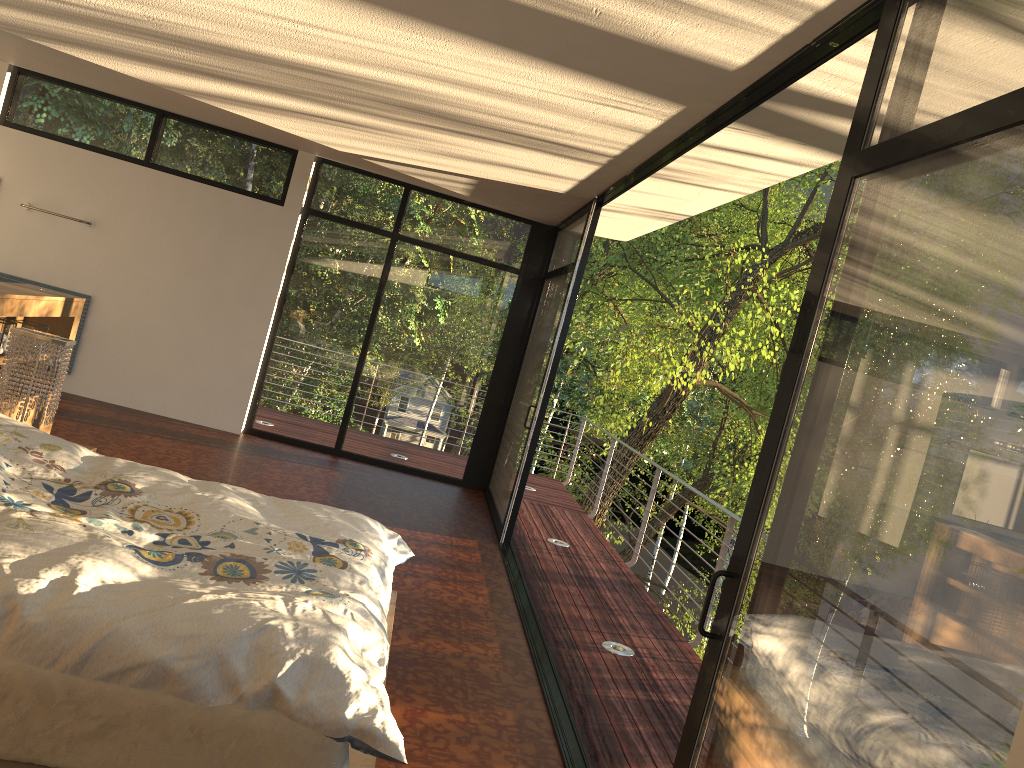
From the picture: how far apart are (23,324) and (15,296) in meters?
0.5 m

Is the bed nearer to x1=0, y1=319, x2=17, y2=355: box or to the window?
the window

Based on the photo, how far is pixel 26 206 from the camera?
7.29m

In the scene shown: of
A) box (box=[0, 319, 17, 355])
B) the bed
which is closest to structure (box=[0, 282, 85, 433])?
box (box=[0, 319, 17, 355])

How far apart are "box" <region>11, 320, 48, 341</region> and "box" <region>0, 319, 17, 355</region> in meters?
0.3

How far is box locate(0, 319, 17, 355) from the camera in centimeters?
451cm

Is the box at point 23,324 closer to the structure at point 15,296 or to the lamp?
the structure at point 15,296

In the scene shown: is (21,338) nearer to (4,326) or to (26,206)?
(4,326)

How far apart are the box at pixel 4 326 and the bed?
1.6m

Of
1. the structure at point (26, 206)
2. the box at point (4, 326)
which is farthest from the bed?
the structure at point (26, 206)
